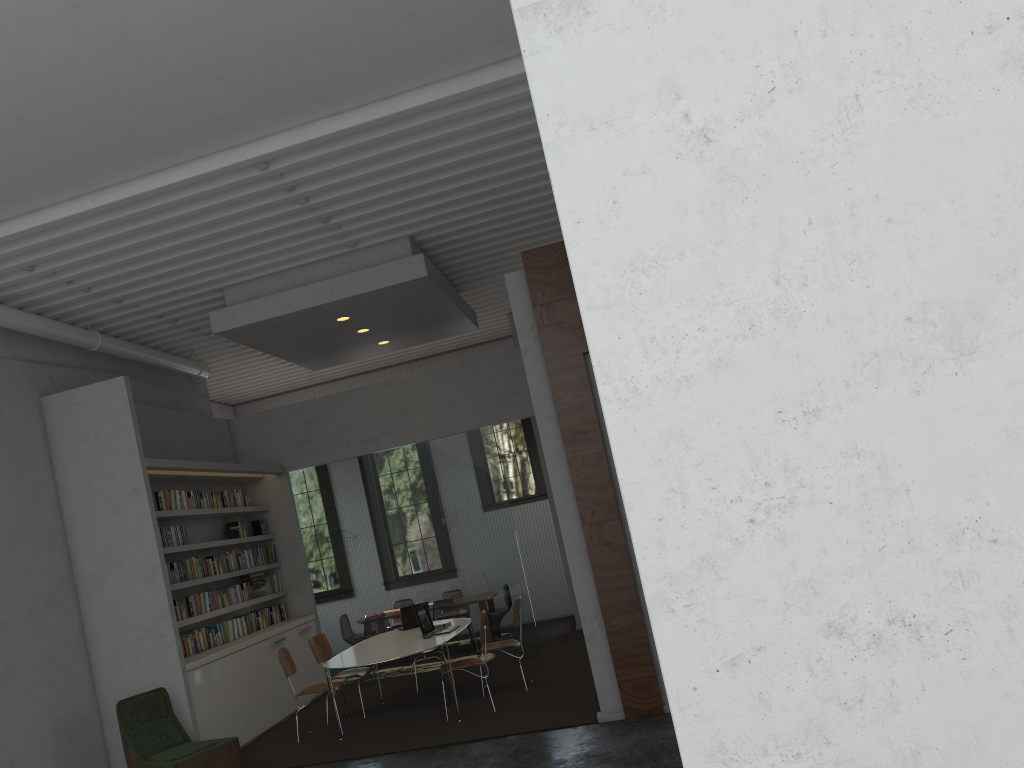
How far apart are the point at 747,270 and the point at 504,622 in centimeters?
894cm

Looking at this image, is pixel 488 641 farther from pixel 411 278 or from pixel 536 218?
pixel 536 218
